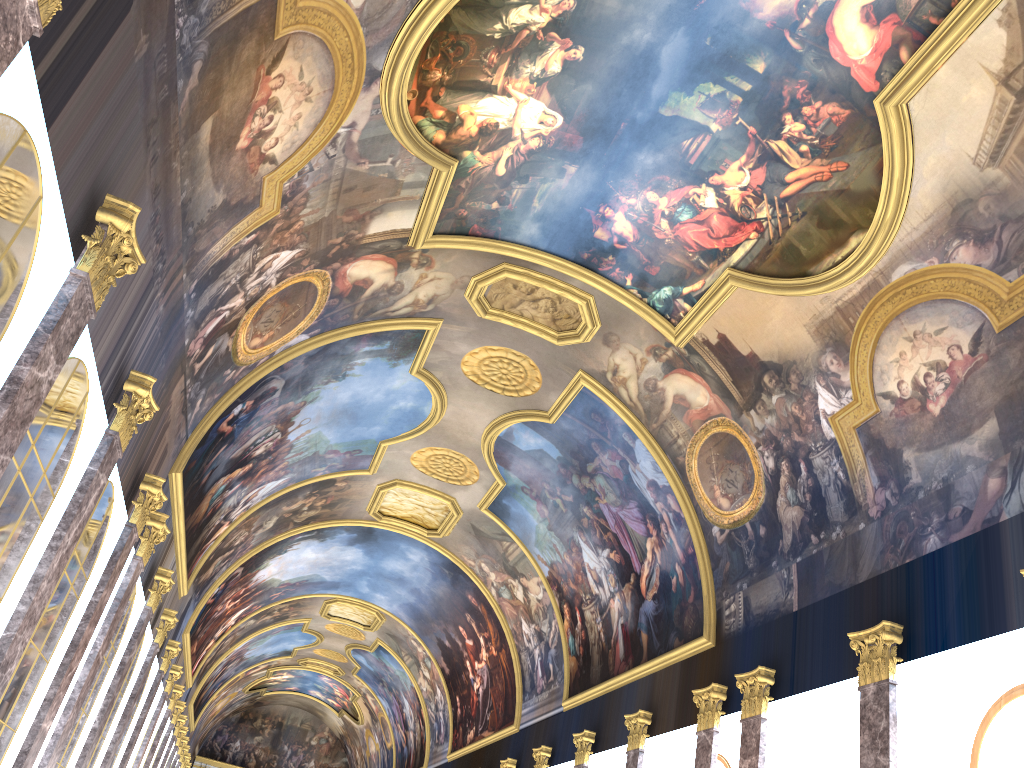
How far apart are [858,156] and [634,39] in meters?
3.8
